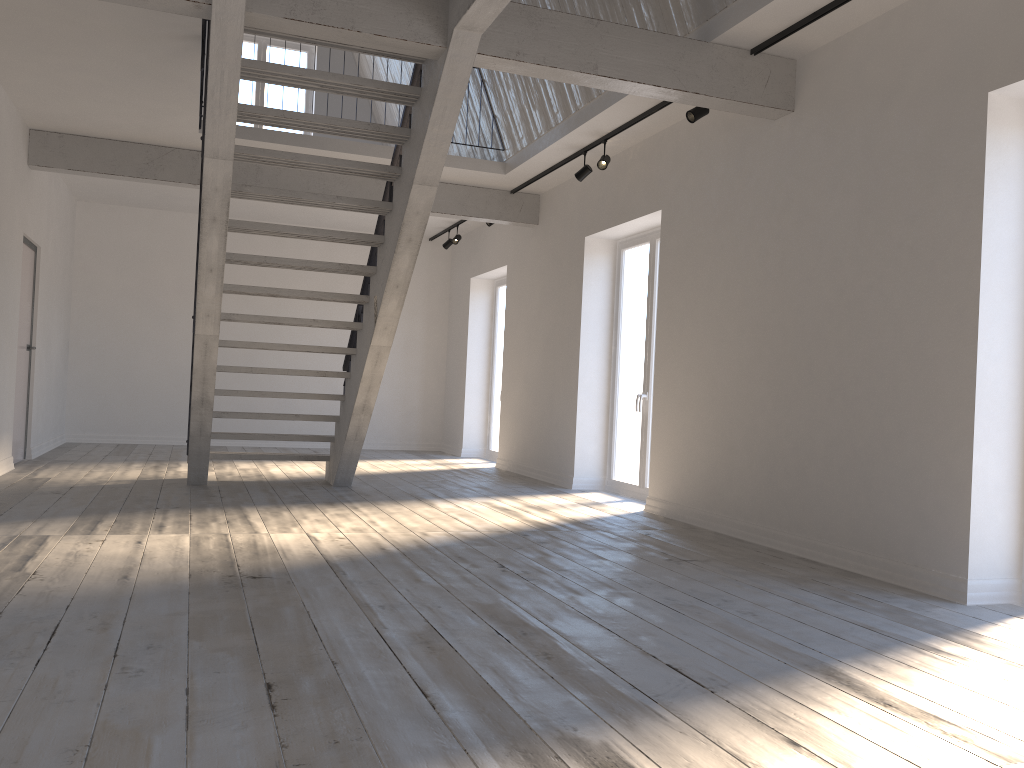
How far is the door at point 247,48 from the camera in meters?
11.8 m

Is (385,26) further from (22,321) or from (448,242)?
(448,242)

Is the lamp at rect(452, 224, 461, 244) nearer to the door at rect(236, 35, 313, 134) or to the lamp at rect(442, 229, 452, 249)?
the lamp at rect(442, 229, 452, 249)

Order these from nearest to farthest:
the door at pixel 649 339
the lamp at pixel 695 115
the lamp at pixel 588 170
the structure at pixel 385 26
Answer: the structure at pixel 385 26, the lamp at pixel 695 115, the lamp at pixel 588 170, the door at pixel 649 339

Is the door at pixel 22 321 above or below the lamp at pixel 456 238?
below

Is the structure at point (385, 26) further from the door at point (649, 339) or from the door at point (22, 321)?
the door at point (649, 339)

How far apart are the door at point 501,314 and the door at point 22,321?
5.3m

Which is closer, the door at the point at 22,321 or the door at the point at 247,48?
the door at the point at 22,321

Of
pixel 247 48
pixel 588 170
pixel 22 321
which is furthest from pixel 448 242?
pixel 22 321

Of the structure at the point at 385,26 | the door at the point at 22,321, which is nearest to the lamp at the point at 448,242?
the structure at the point at 385,26
